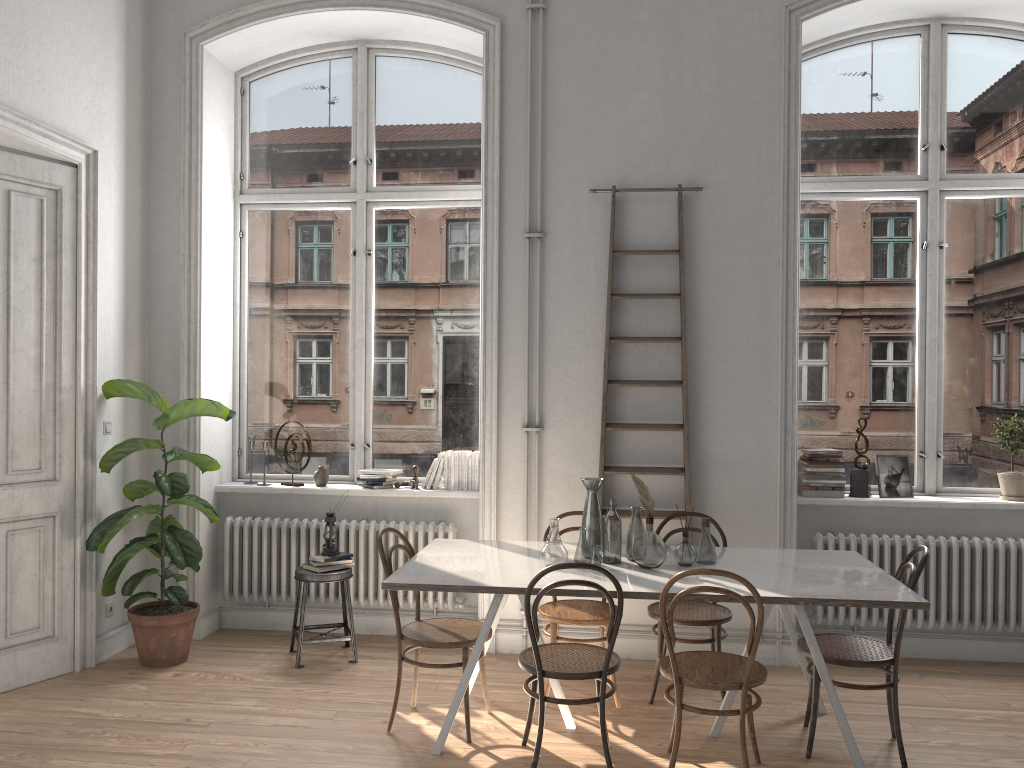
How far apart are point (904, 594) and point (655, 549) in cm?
104

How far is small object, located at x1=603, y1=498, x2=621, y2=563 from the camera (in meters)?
4.15

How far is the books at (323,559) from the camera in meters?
5.1

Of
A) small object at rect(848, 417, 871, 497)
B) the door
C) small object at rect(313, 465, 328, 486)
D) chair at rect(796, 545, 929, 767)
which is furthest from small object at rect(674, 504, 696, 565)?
the door

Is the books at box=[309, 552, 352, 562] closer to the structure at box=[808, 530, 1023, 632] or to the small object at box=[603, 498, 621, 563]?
the small object at box=[603, 498, 621, 563]

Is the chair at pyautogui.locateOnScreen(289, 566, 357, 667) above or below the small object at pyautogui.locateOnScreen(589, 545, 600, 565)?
below

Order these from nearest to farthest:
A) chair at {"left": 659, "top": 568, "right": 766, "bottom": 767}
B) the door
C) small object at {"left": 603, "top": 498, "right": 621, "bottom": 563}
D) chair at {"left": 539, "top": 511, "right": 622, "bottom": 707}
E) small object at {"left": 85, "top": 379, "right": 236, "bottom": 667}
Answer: chair at {"left": 659, "top": 568, "right": 766, "bottom": 767}, small object at {"left": 603, "top": 498, "right": 621, "bottom": 563}, chair at {"left": 539, "top": 511, "right": 622, "bottom": 707}, the door, small object at {"left": 85, "top": 379, "right": 236, "bottom": 667}

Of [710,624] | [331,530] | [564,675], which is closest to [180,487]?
[331,530]

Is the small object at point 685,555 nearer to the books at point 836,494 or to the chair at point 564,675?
the chair at point 564,675

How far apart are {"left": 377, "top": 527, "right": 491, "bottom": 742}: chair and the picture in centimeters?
268cm
